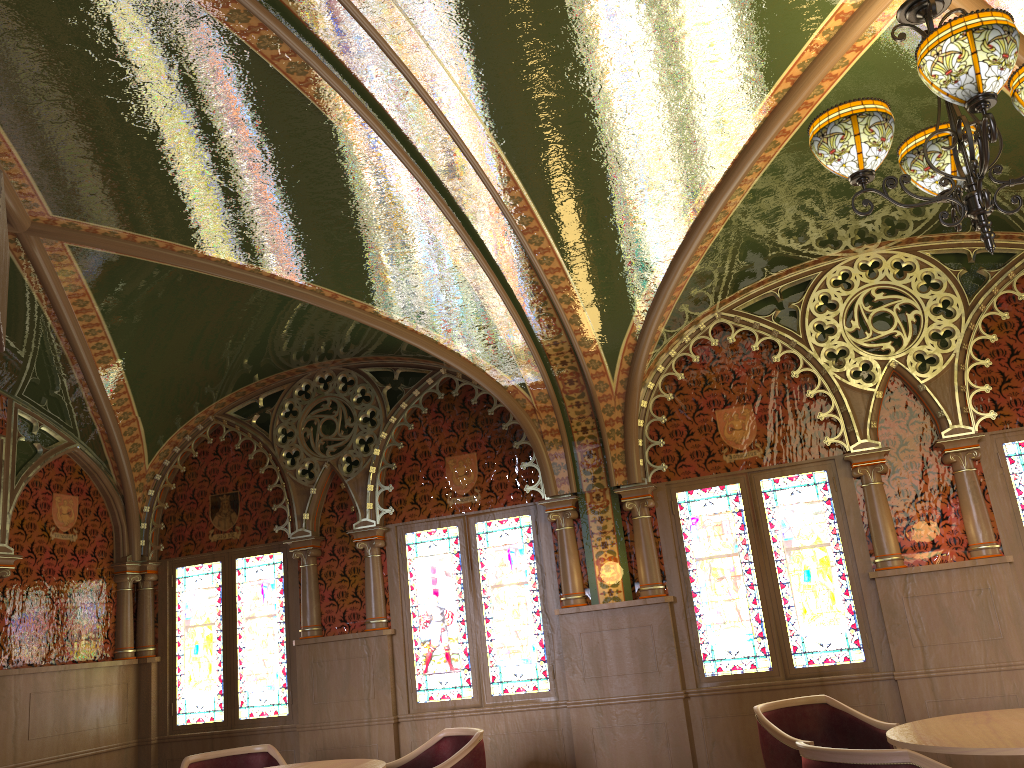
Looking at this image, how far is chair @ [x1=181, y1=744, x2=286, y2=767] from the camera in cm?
545

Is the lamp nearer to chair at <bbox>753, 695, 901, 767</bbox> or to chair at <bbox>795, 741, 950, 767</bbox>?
chair at <bbox>795, 741, 950, 767</bbox>

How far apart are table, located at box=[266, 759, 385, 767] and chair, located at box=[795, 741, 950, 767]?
Answer: 2.3m

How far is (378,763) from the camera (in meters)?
4.70

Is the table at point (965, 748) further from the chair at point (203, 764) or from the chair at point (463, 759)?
the chair at point (203, 764)

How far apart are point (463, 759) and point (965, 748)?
2.56m

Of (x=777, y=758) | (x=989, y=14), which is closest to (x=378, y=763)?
(x=777, y=758)

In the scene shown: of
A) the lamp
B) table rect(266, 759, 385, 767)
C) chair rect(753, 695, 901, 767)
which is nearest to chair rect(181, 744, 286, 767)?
table rect(266, 759, 385, 767)

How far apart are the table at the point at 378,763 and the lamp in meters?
3.6

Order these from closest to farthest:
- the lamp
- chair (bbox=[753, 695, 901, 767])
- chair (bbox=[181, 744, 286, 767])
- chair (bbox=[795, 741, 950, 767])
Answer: the lamp
chair (bbox=[795, 741, 950, 767])
chair (bbox=[753, 695, 901, 767])
chair (bbox=[181, 744, 286, 767])
